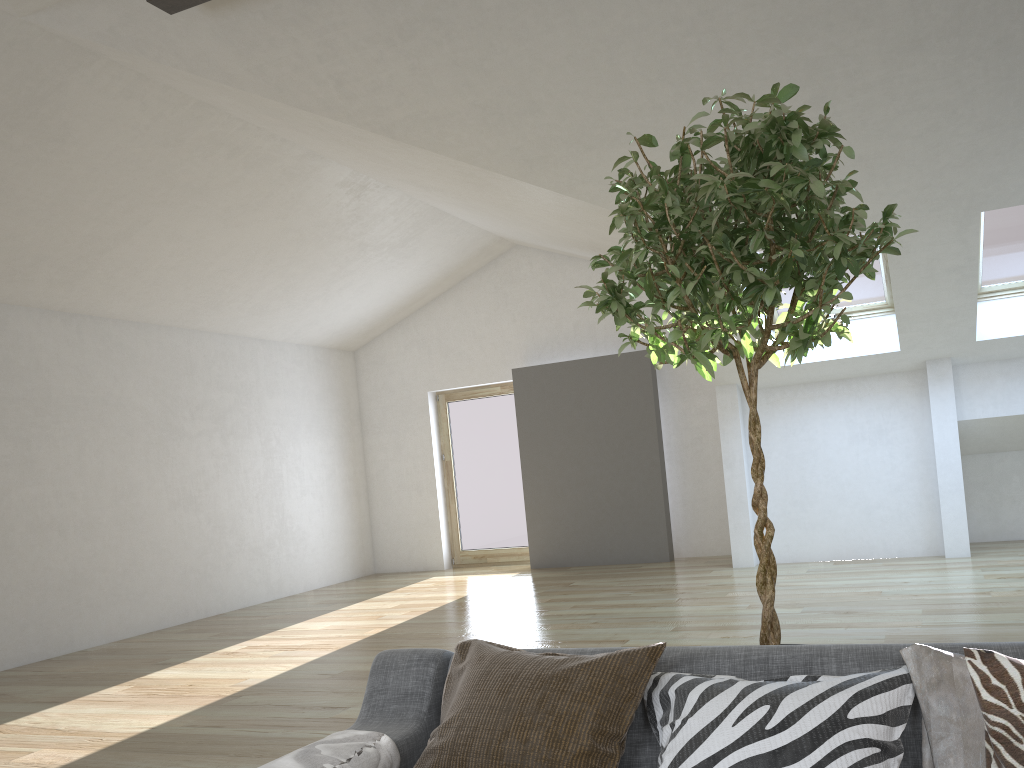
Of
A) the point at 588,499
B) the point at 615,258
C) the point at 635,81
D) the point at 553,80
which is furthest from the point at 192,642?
the point at 615,258

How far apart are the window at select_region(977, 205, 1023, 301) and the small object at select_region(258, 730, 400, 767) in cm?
603

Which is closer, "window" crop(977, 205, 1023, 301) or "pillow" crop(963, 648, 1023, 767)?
"pillow" crop(963, 648, 1023, 767)

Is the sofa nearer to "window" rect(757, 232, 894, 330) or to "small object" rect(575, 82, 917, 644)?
"small object" rect(575, 82, 917, 644)

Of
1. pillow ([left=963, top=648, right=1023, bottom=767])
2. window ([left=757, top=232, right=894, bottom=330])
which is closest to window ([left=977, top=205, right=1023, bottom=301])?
window ([left=757, top=232, right=894, bottom=330])

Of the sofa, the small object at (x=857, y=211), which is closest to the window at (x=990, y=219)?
the small object at (x=857, y=211)

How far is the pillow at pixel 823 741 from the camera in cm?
158

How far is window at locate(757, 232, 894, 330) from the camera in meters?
7.2

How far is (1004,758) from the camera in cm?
140

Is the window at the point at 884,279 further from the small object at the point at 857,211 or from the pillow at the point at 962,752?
the pillow at the point at 962,752
